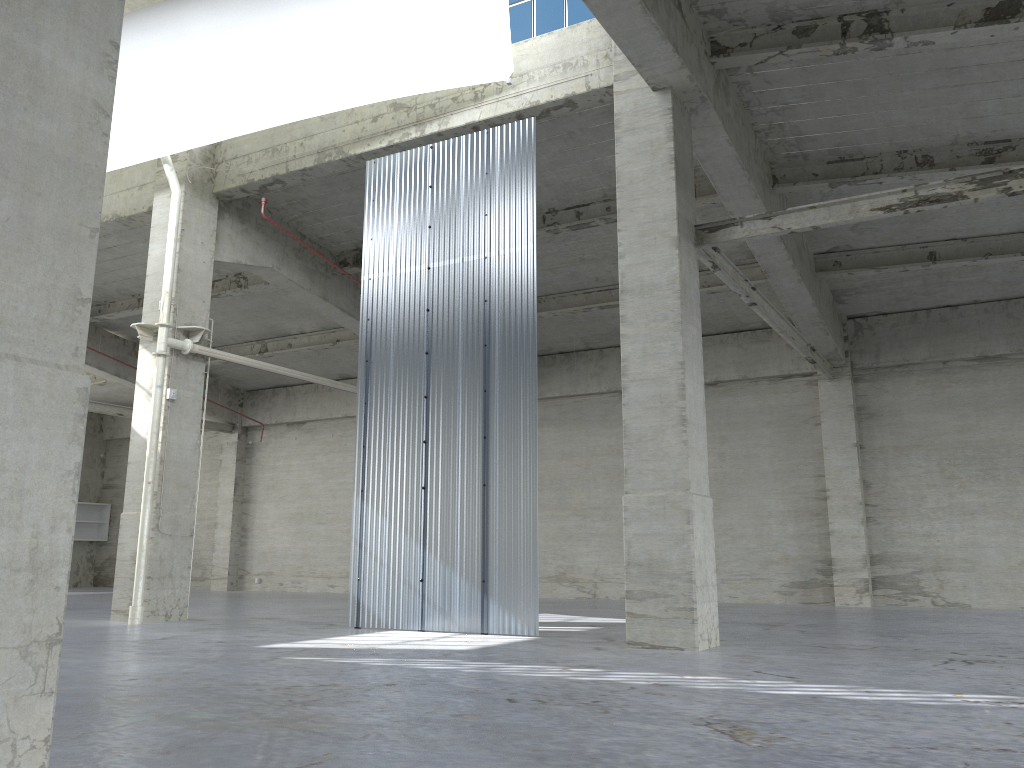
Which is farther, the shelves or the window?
the shelves

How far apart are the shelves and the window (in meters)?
34.78

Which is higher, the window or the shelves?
the window

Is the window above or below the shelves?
above

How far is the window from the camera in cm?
1864

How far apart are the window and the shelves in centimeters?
3478cm

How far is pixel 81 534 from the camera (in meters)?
43.48

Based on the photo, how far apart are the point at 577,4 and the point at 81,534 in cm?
3725

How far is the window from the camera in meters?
18.6 m
